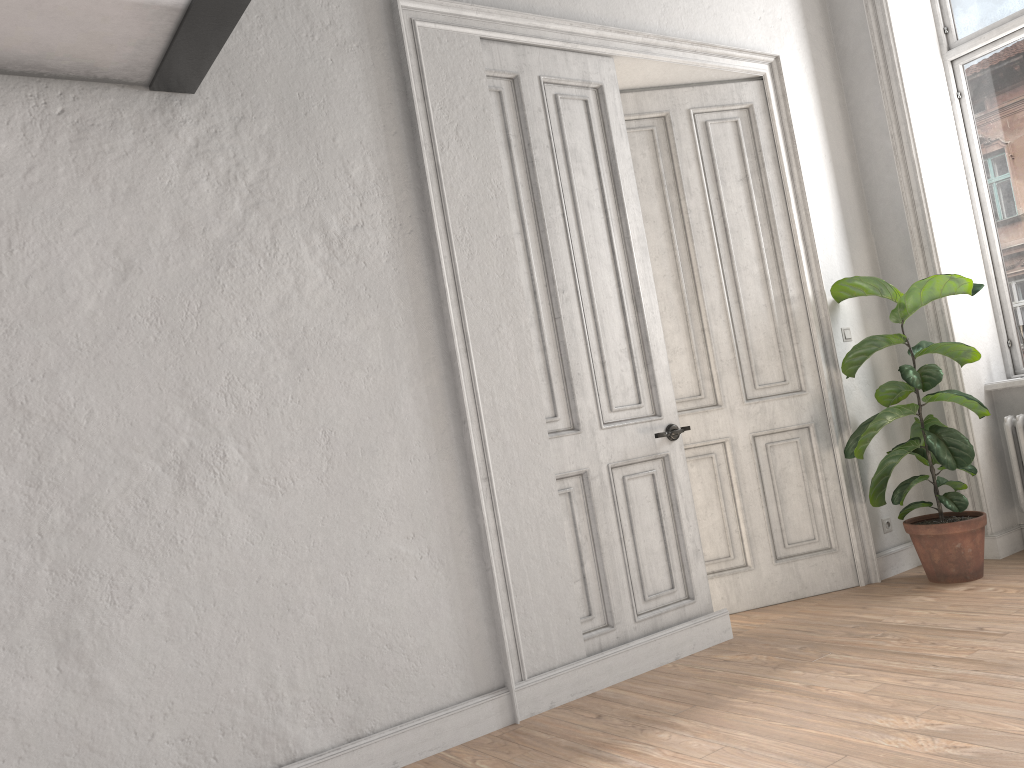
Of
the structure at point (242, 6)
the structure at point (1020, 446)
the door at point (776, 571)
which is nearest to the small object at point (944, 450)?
the door at point (776, 571)

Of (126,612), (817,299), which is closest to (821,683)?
(817,299)

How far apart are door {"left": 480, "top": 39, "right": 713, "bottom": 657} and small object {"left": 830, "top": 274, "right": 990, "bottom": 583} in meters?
1.0

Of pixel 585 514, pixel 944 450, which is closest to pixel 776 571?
pixel 944 450

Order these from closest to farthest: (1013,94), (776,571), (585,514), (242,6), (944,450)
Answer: (242,6)
(585,514)
(944,450)
(776,571)
(1013,94)

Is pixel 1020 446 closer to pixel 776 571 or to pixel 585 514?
pixel 776 571

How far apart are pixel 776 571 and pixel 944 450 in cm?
103

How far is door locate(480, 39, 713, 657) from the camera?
3.82m

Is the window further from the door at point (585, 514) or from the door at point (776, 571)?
the door at point (585, 514)

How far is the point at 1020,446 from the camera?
4.7 meters
